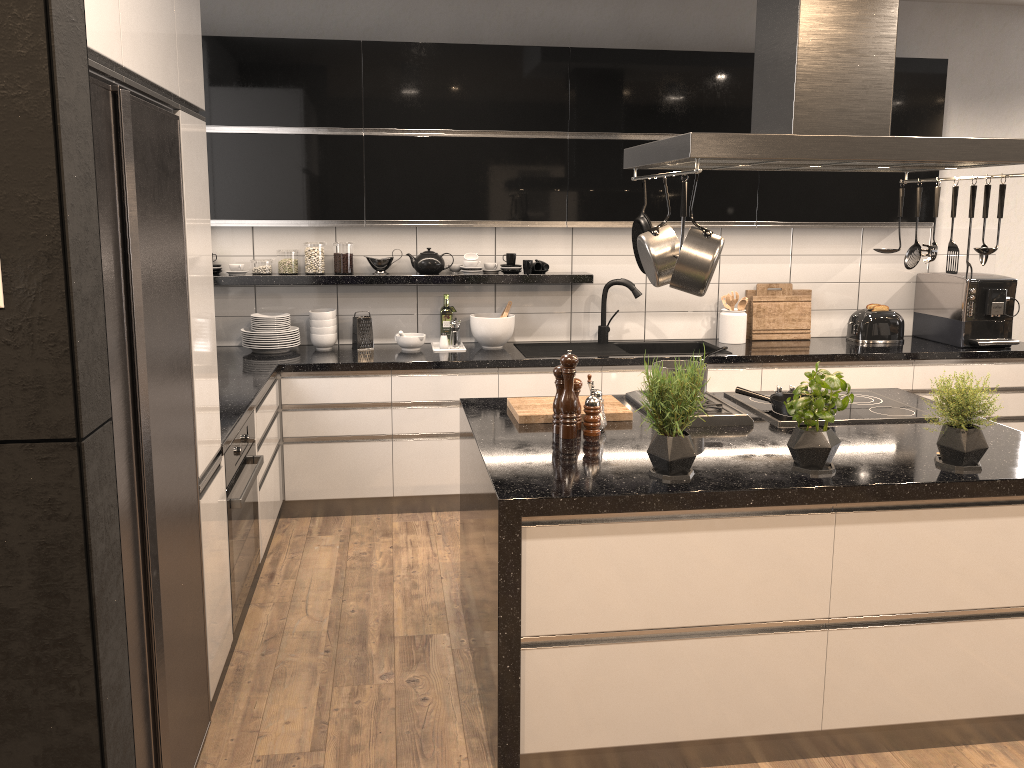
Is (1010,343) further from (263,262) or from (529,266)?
(263,262)

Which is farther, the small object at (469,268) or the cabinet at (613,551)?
the small object at (469,268)

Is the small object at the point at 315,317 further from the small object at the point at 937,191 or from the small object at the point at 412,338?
the small object at the point at 937,191

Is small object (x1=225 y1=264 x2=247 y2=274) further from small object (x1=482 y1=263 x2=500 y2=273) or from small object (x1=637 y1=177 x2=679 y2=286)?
small object (x1=637 y1=177 x2=679 y2=286)

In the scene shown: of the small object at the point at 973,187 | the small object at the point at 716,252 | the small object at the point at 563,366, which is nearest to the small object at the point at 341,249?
the small object at the point at 563,366

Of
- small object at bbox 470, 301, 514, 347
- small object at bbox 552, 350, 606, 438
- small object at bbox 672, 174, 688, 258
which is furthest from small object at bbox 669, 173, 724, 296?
small object at bbox 470, 301, 514, 347

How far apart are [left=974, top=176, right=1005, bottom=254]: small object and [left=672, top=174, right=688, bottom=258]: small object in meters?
1.0

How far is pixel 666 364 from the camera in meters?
3.4

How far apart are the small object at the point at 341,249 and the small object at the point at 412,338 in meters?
0.4

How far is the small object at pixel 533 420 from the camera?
3.0m
